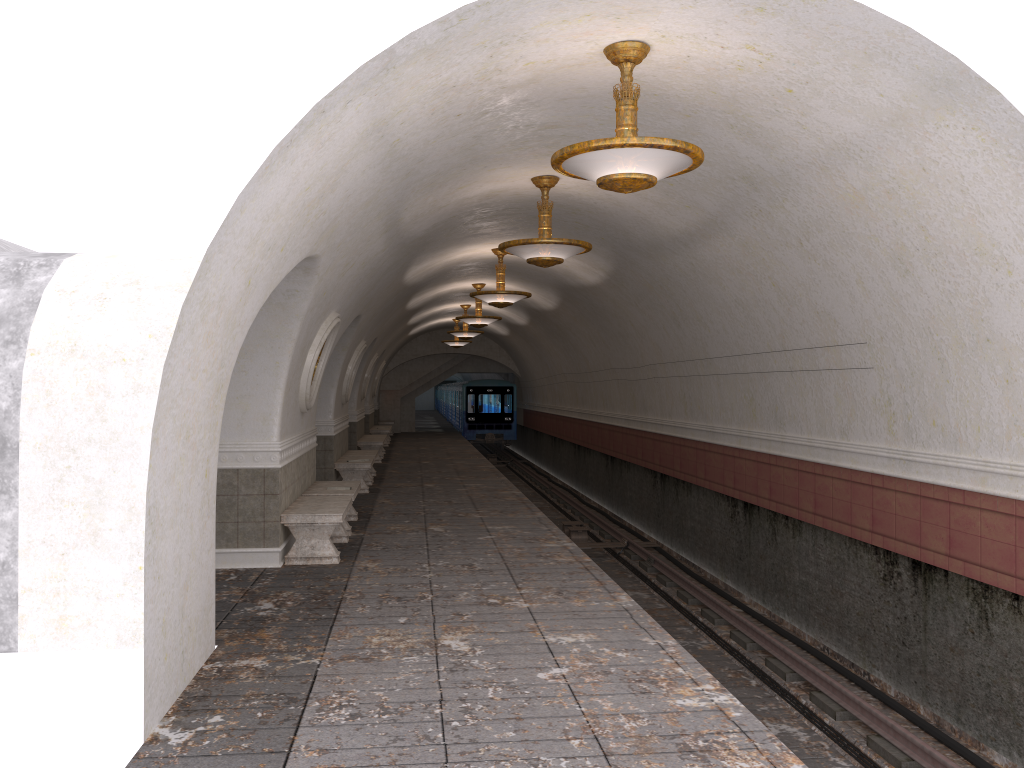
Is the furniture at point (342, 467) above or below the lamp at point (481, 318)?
below

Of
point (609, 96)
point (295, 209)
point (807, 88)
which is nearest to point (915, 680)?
point (807, 88)

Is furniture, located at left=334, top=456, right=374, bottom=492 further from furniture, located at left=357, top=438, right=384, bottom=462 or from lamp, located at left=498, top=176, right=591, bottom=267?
lamp, located at left=498, top=176, right=591, bottom=267

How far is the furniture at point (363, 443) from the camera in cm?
2074

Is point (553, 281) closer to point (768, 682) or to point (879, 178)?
point (768, 682)

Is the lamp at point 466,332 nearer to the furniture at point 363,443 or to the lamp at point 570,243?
the furniture at point 363,443

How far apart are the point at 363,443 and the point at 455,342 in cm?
825

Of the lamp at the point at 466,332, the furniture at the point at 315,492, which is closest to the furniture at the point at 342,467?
the furniture at the point at 315,492

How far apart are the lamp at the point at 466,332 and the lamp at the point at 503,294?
9.20m

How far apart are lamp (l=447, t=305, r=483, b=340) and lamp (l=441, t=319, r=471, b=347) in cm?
452
